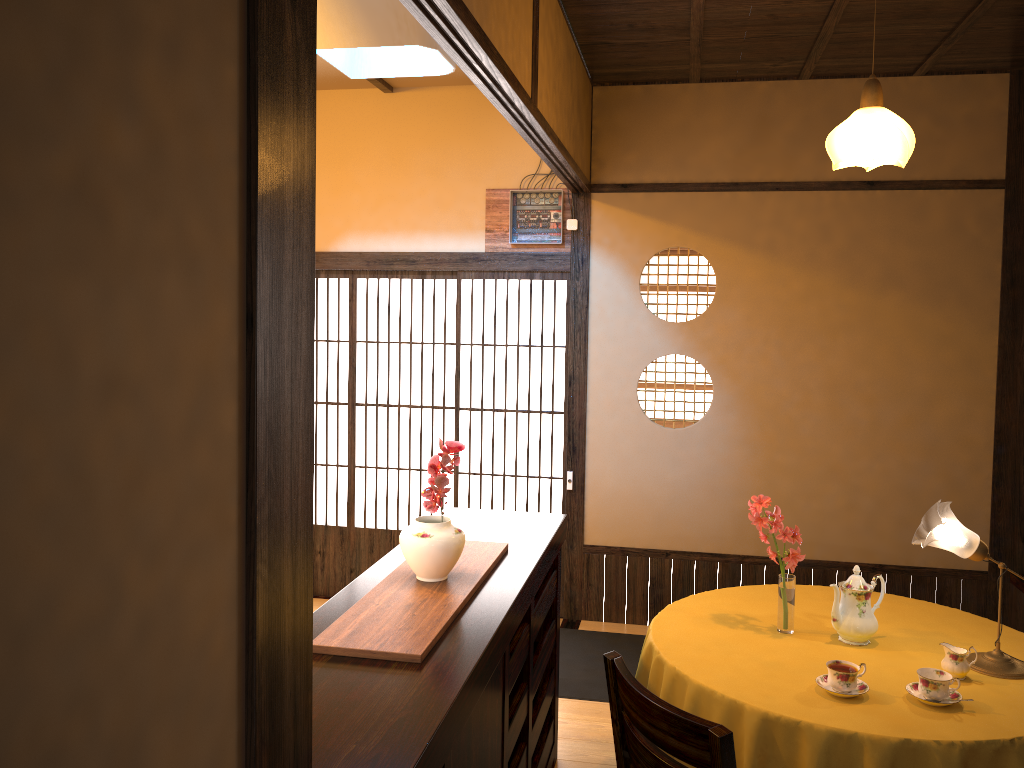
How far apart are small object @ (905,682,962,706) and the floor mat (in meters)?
1.81

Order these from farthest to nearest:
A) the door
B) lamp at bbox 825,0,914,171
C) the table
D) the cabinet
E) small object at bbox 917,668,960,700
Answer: the door, lamp at bbox 825,0,914,171, small object at bbox 917,668,960,700, the table, the cabinet

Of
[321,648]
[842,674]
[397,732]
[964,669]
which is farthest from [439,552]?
[964,669]

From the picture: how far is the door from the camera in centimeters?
521cm

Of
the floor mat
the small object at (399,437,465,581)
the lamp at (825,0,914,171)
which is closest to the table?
the small object at (399,437,465,581)

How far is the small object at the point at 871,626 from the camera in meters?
2.9 m

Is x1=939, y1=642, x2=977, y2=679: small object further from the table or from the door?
the door

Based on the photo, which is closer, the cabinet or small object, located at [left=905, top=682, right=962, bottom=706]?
the cabinet

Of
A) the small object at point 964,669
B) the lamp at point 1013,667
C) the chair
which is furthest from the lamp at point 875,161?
the chair

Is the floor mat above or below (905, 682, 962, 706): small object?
below
